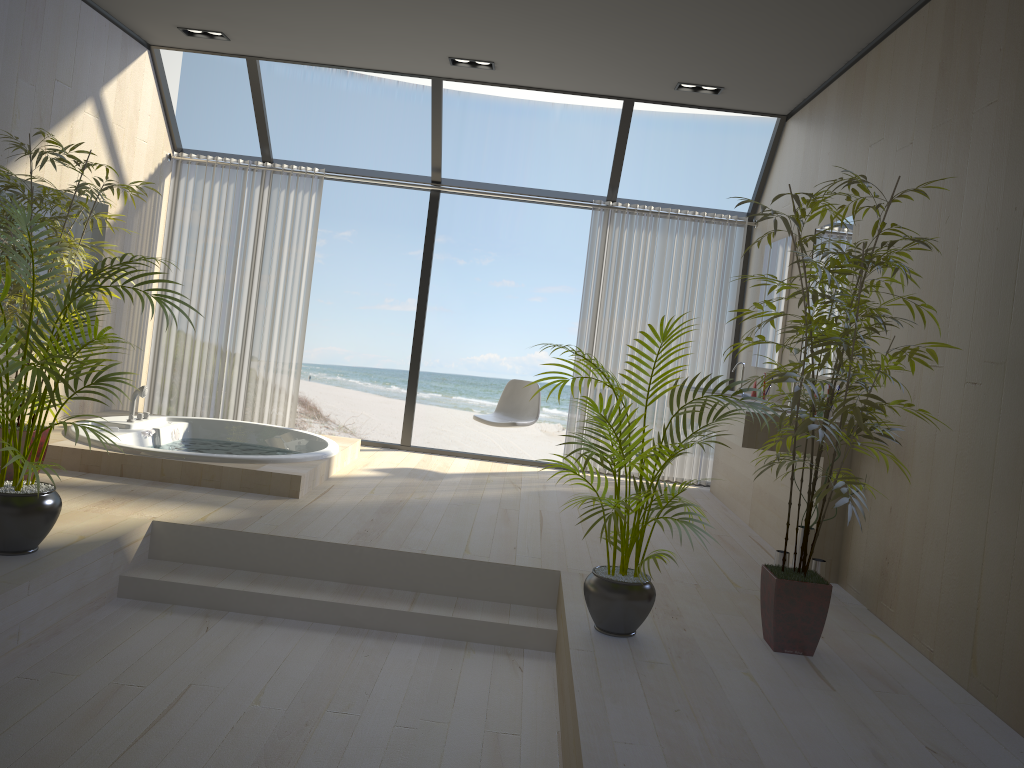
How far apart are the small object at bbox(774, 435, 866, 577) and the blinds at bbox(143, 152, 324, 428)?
4.0 meters

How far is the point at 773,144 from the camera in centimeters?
629cm

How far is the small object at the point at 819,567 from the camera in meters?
4.1

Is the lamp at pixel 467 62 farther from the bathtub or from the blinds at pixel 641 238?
the bathtub

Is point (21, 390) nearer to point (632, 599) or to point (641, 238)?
point (632, 599)

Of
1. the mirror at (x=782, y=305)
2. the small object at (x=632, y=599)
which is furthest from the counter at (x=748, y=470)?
the small object at (x=632, y=599)

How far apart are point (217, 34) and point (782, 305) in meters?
4.1

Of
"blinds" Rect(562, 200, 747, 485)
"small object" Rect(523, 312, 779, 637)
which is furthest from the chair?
"small object" Rect(523, 312, 779, 637)

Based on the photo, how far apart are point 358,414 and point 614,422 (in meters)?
13.99

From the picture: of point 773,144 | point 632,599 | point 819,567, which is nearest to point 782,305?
point 773,144
